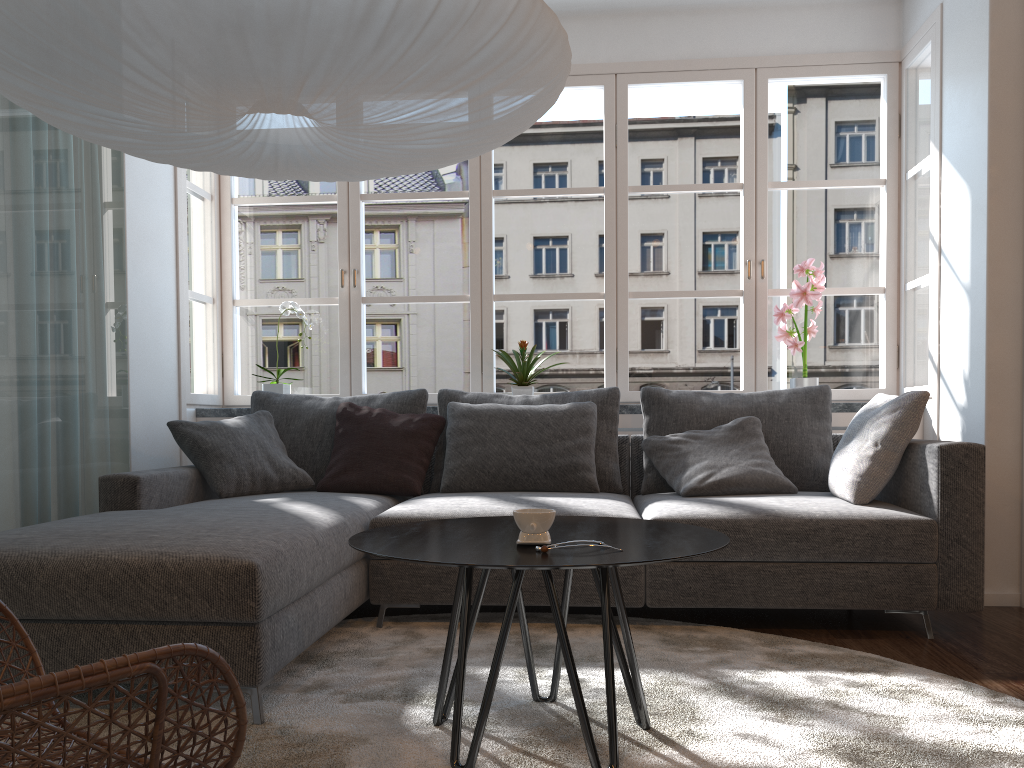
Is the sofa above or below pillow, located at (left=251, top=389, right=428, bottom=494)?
below

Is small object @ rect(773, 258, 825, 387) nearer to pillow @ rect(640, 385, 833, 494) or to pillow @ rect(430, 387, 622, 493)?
pillow @ rect(640, 385, 833, 494)

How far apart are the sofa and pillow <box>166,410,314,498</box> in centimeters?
4cm

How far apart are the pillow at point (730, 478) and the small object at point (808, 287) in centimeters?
63cm

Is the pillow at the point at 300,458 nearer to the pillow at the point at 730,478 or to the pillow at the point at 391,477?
the pillow at the point at 391,477

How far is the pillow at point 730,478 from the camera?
3.4m

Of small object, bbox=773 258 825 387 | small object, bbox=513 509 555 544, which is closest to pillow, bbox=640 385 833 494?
small object, bbox=773 258 825 387

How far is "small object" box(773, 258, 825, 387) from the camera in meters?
4.2 m

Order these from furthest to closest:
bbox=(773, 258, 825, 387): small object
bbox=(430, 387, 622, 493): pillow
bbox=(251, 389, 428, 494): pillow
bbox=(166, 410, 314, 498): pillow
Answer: bbox=(773, 258, 825, 387): small object, bbox=(251, 389, 428, 494): pillow, bbox=(430, 387, 622, 493): pillow, bbox=(166, 410, 314, 498): pillow

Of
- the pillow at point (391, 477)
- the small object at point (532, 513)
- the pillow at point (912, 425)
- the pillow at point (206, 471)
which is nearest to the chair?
the small object at point (532, 513)
